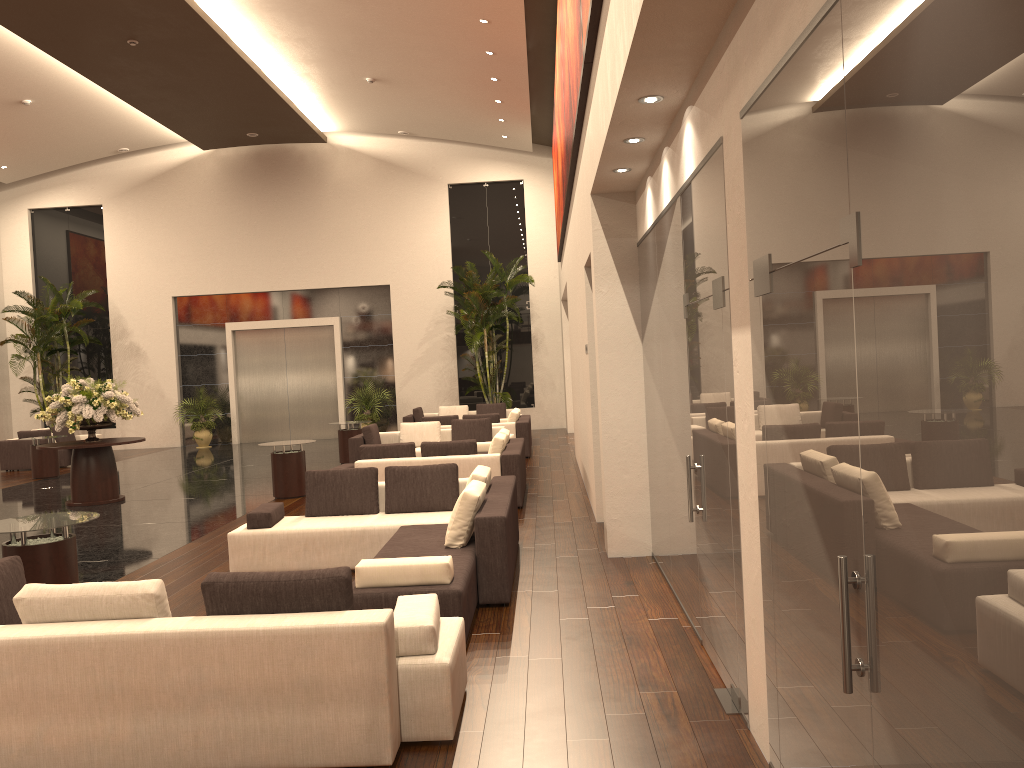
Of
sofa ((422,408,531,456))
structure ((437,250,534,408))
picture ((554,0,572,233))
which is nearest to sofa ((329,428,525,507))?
sofa ((422,408,531,456))

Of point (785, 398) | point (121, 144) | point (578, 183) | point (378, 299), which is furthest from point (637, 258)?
point (121, 144)

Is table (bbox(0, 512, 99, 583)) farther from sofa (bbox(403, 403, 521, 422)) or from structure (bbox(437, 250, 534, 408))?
structure (bbox(437, 250, 534, 408))

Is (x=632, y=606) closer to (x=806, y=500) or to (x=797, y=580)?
(x=797, y=580)

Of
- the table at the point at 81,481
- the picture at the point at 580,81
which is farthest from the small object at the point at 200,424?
the picture at the point at 580,81

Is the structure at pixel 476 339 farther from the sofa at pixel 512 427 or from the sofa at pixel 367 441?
the sofa at pixel 367 441

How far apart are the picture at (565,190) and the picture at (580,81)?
0.6m

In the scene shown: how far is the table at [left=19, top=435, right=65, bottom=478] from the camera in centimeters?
1730cm

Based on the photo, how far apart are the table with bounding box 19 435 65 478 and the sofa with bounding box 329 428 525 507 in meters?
9.2 m

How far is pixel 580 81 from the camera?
7.3 meters
